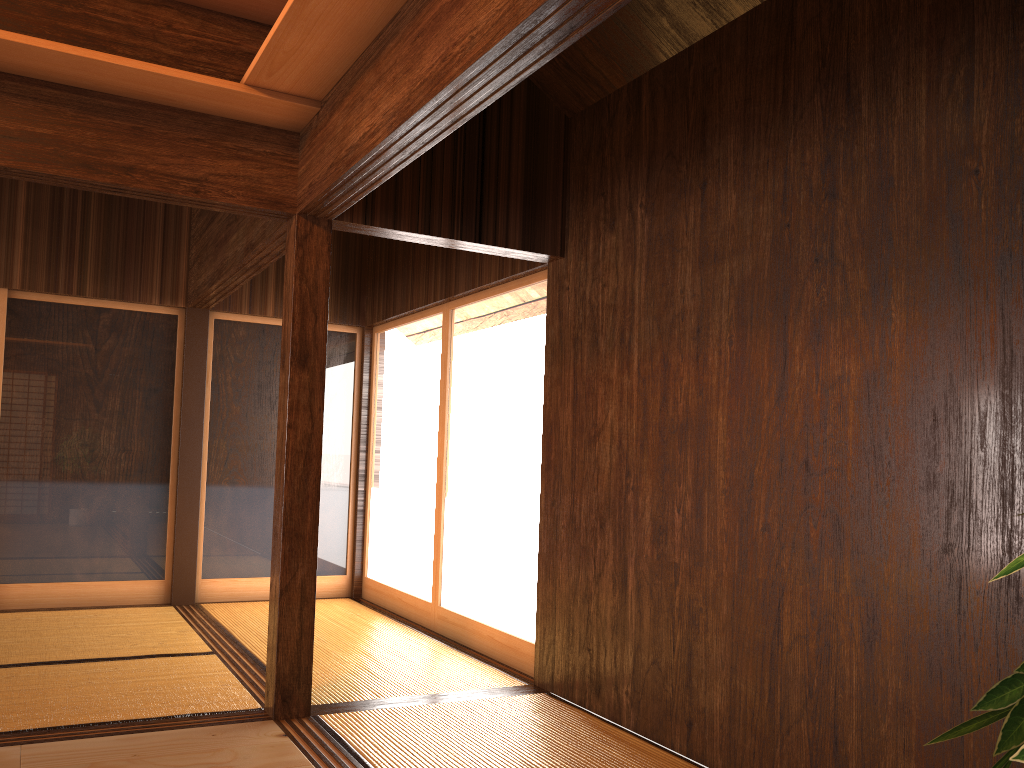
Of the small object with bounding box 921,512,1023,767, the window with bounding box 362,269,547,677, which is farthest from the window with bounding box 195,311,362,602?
the small object with bounding box 921,512,1023,767

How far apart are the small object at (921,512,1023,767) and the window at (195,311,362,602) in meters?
6.0 m

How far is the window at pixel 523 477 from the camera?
4.57m

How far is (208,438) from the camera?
6.1m

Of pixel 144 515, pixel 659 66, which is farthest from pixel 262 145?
pixel 144 515

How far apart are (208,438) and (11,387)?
1.24m

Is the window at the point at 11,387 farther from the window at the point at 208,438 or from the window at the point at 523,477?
the window at the point at 523,477

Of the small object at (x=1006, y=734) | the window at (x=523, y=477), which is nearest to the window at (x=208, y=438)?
the window at (x=523, y=477)

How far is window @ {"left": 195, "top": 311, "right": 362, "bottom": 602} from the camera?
6.1 meters

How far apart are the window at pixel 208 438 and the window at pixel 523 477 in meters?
0.1 m
